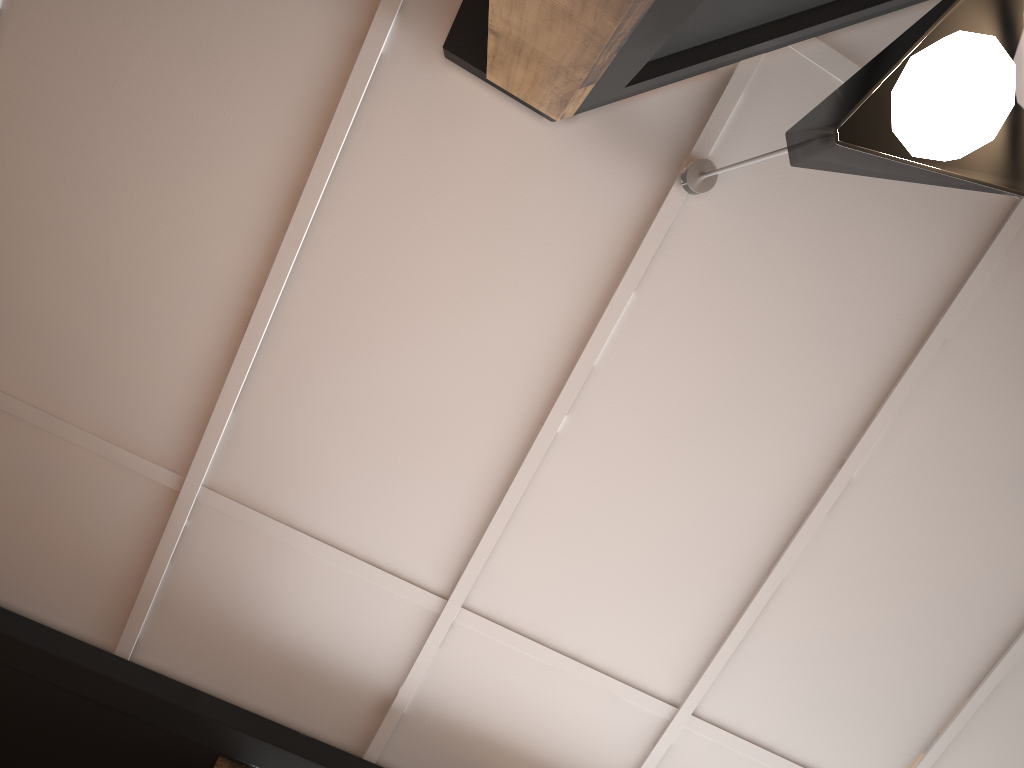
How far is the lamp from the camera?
0.9m

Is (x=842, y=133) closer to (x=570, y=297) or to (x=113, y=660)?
(x=570, y=297)

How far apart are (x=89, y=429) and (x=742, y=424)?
1.6m

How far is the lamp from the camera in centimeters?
92cm
